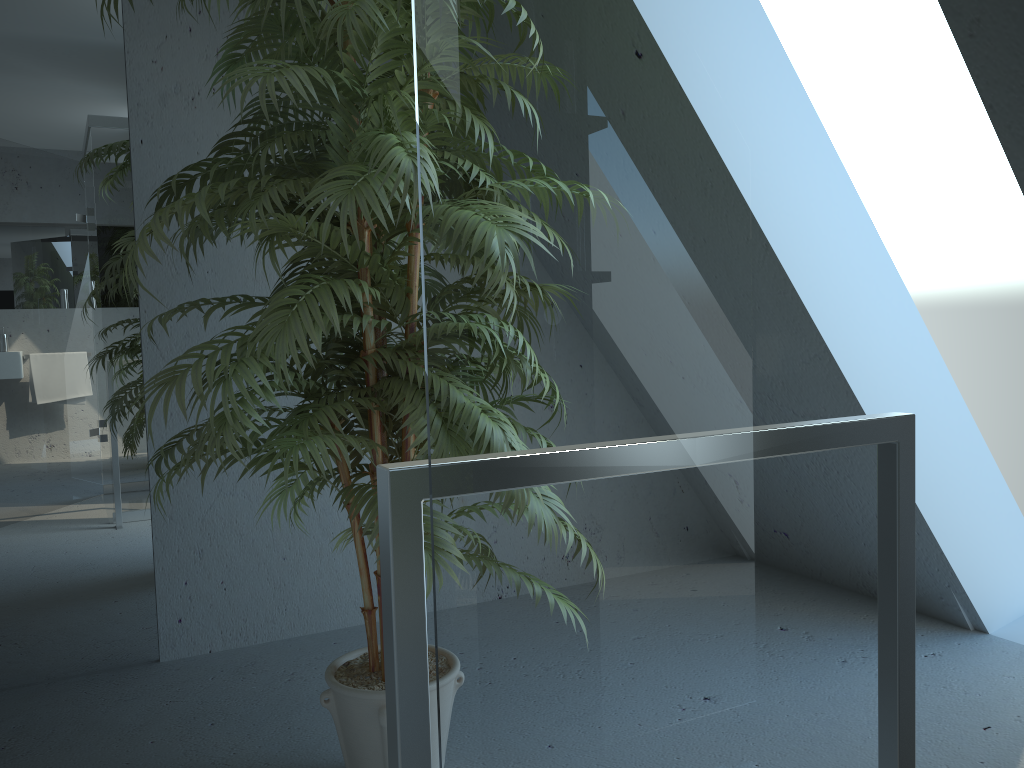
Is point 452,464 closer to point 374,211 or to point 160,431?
point 374,211

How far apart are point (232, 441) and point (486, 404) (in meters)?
0.92

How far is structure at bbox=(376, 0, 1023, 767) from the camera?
0.6m

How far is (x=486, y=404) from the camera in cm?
65

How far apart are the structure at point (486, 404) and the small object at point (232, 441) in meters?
0.7 m

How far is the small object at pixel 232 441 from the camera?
1.45m

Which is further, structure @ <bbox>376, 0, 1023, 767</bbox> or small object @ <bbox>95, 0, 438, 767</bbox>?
small object @ <bbox>95, 0, 438, 767</bbox>

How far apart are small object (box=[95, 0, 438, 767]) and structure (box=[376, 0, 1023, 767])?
0.7 meters

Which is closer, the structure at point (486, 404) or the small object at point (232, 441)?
the structure at point (486, 404)
